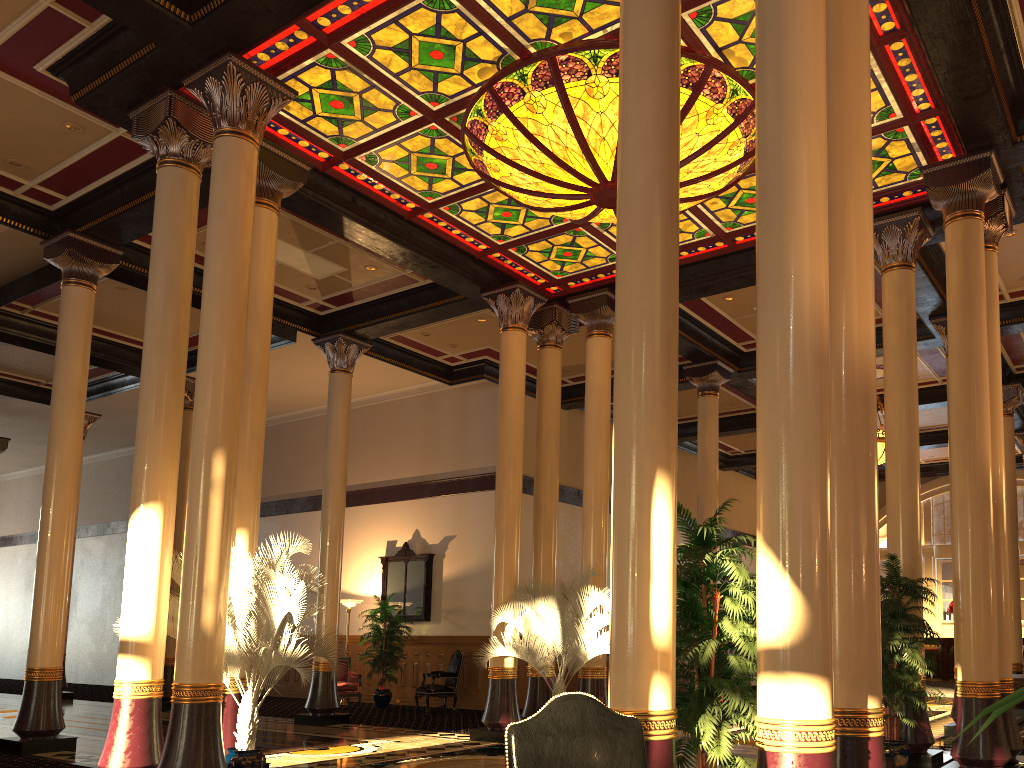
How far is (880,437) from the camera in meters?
15.0

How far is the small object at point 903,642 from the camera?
7.7 meters

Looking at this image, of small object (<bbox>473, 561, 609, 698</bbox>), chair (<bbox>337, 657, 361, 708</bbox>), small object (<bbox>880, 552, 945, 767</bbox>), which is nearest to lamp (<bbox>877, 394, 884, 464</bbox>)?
small object (<bbox>473, 561, 609, 698</bbox>)

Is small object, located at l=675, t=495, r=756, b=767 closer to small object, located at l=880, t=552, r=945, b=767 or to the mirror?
small object, located at l=880, t=552, r=945, b=767

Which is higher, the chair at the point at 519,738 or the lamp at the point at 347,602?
the lamp at the point at 347,602

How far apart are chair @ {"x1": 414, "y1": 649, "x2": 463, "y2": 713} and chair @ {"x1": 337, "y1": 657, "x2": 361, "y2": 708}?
1.34m

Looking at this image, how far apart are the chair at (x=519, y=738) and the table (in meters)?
10.57

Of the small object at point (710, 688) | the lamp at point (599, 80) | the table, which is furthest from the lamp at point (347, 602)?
the small object at point (710, 688)

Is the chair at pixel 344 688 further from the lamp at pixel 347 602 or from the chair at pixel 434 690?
the chair at pixel 434 690

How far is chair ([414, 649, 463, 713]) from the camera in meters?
14.4
